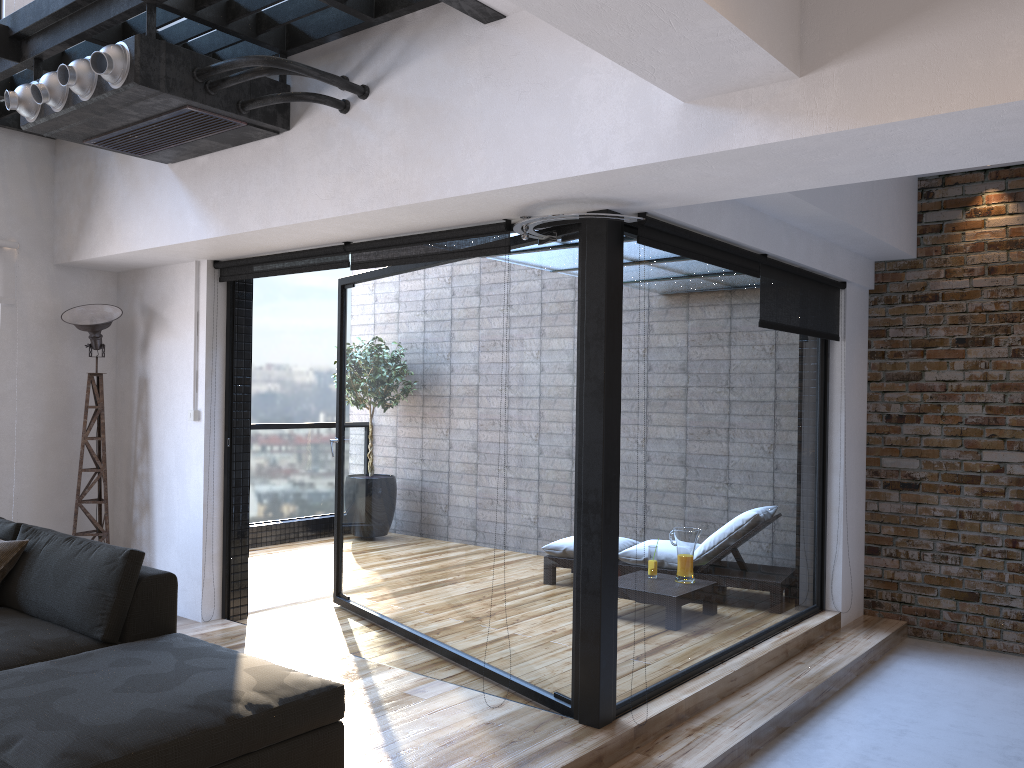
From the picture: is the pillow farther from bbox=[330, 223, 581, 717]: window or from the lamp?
bbox=[330, 223, 581, 717]: window

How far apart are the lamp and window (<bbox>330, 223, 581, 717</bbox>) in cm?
129

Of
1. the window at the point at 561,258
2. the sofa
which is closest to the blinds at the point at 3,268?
the sofa

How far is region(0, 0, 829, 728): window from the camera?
3.53m

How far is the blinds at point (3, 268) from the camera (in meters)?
5.09

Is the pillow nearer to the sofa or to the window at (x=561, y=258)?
the sofa

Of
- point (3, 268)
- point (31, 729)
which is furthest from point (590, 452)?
point (3, 268)

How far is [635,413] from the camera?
3.8m

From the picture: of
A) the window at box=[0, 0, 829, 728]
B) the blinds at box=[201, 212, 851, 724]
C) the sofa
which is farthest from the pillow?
the blinds at box=[201, 212, 851, 724]

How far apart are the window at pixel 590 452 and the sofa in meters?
1.0
